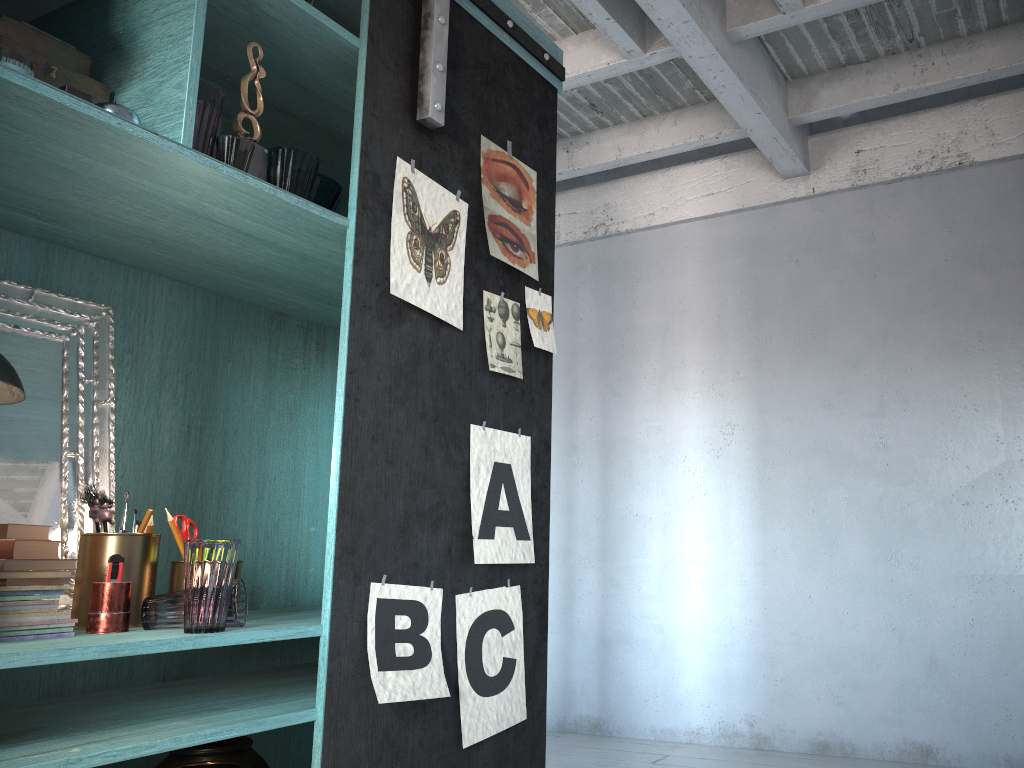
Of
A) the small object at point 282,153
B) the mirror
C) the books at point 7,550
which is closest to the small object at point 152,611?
the books at point 7,550

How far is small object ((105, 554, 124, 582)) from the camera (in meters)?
2.34

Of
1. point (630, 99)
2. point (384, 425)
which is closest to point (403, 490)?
point (384, 425)

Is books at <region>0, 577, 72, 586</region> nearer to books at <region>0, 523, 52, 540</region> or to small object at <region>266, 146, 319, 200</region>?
books at <region>0, 523, 52, 540</region>

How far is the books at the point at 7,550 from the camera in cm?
216

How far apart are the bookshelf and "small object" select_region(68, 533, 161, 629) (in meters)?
0.21

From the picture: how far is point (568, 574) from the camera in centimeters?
668cm

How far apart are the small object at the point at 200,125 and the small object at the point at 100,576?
1.10m

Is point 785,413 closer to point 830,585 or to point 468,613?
point 830,585

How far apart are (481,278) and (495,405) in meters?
0.5 m
